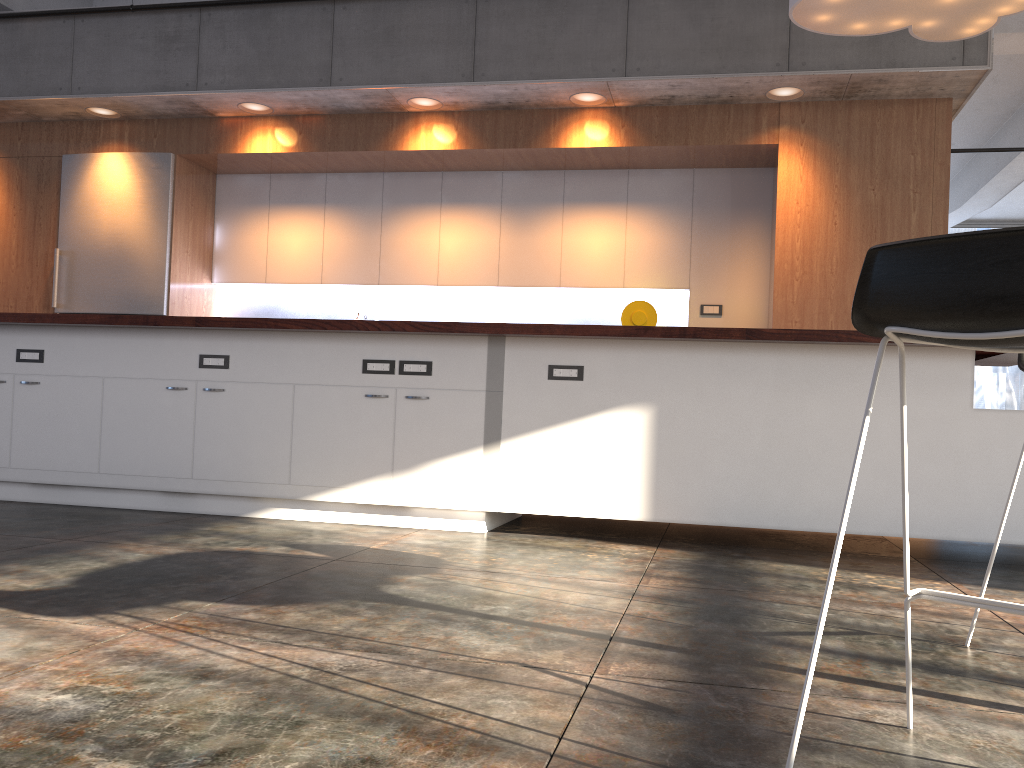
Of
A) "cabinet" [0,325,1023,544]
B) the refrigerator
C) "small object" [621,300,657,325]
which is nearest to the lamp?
"cabinet" [0,325,1023,544]

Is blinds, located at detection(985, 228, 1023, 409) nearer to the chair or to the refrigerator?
the refrigerator

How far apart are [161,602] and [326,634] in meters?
0.6 m

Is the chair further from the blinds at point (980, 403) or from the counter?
the blinds at point (980, 403)

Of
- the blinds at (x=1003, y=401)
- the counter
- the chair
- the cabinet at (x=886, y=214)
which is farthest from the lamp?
the blinds at (x=1003, y=401)

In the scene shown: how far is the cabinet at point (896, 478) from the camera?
3.67m

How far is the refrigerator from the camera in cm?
684

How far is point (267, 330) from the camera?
4.32m

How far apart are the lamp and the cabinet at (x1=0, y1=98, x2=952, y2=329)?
1.05m

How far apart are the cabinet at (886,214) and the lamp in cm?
105
